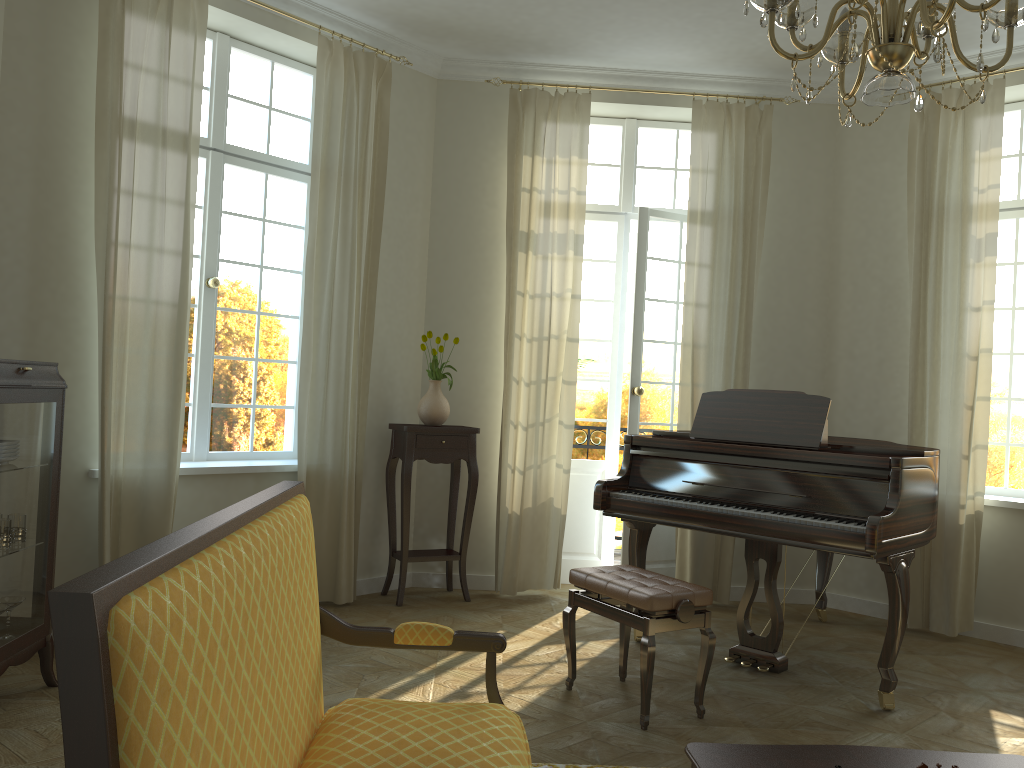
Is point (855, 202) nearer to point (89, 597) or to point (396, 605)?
point (396, 605)

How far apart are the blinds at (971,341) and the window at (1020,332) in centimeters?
45cm

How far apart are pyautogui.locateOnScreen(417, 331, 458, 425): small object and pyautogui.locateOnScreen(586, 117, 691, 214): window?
1.6m

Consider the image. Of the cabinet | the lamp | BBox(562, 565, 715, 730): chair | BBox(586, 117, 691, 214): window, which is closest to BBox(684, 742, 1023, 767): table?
BBox(562, 565, 715, 730): chair

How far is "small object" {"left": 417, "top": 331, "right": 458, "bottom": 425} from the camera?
5.7m

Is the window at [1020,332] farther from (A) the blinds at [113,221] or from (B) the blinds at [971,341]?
(A) the blinds at [113,221]

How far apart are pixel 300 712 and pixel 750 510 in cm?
284

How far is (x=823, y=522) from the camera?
3.96m

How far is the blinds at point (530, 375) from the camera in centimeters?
591cm

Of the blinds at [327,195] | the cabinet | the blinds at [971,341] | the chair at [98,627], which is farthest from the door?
the chair at [98,627]
